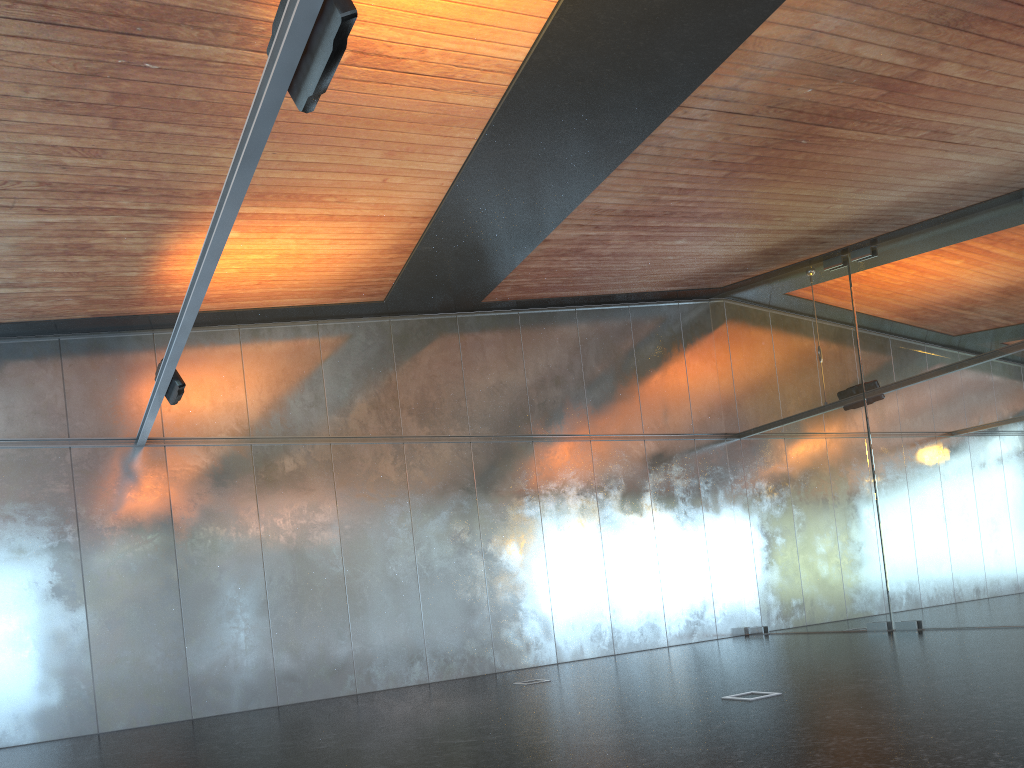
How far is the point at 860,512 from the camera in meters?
14.5 m
